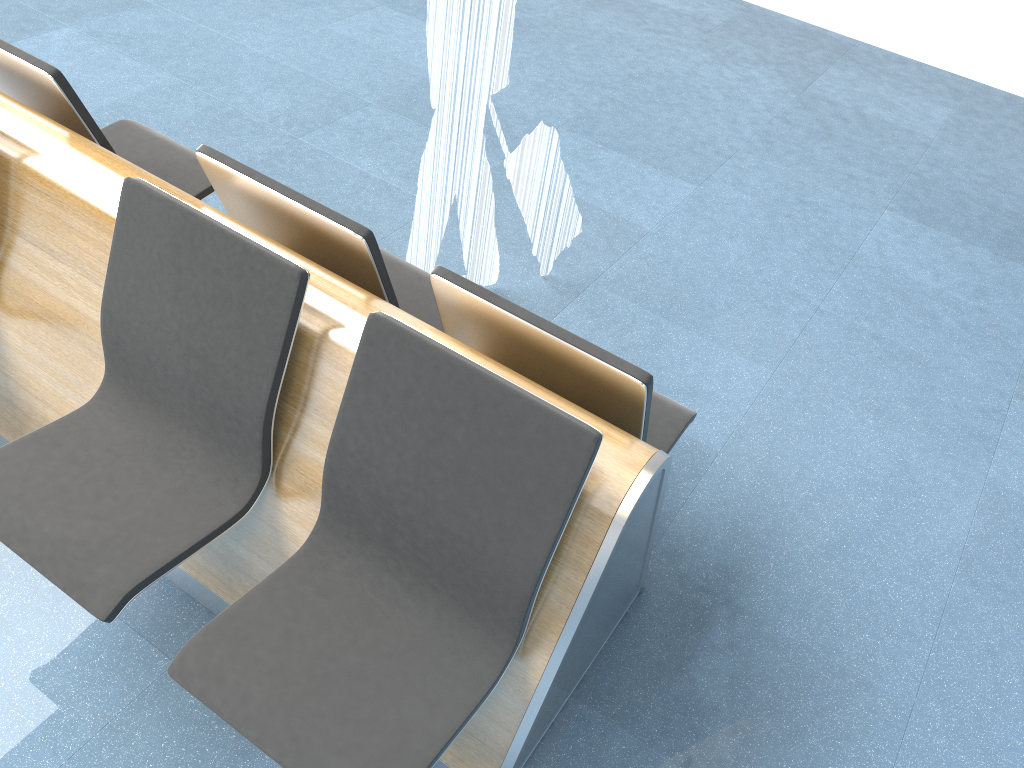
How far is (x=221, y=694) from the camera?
1.57m

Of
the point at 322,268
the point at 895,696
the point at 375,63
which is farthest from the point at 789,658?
the point at 375,63

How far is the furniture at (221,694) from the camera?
1.57m

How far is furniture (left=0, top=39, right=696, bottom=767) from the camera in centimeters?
157cm

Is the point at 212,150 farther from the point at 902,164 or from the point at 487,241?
the point at 902,164
